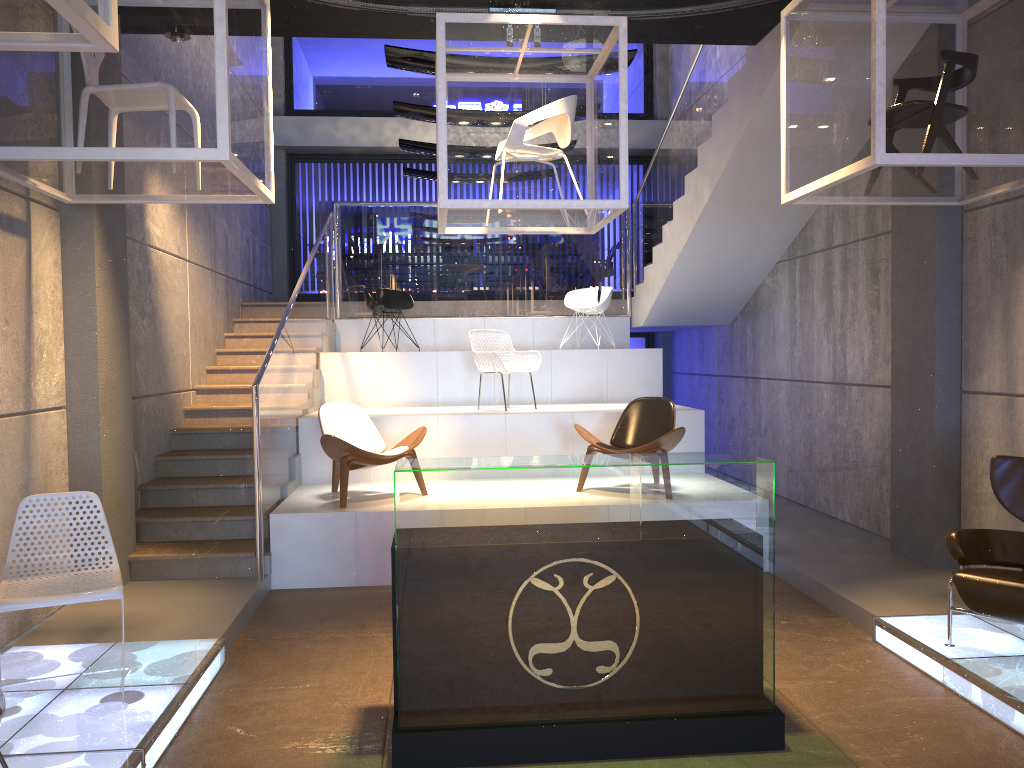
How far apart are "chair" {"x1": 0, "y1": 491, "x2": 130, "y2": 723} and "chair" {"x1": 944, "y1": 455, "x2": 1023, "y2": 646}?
3.99m

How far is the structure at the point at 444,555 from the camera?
3.6 meters

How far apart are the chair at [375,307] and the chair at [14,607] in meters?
5.9

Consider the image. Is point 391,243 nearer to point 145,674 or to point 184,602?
point 184,602

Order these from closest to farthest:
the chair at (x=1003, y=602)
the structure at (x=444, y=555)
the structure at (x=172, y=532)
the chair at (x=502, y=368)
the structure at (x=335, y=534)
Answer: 1. the structure at (x=444, y=555)
2. the chair at (x=1003, y=602)
3. the structure at (x=335, y=534)
4. the structure at (x=172, y=532)
5. the chair at (x=502, y=368)

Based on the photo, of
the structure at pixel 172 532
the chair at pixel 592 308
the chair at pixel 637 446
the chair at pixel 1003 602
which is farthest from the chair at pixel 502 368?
the chair at pixel 1003 602

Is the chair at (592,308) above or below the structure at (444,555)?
above

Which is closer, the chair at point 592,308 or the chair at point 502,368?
the chair at point 502,368

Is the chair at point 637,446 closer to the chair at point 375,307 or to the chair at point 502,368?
the chair at point 502,368

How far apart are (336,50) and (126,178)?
9.61m
